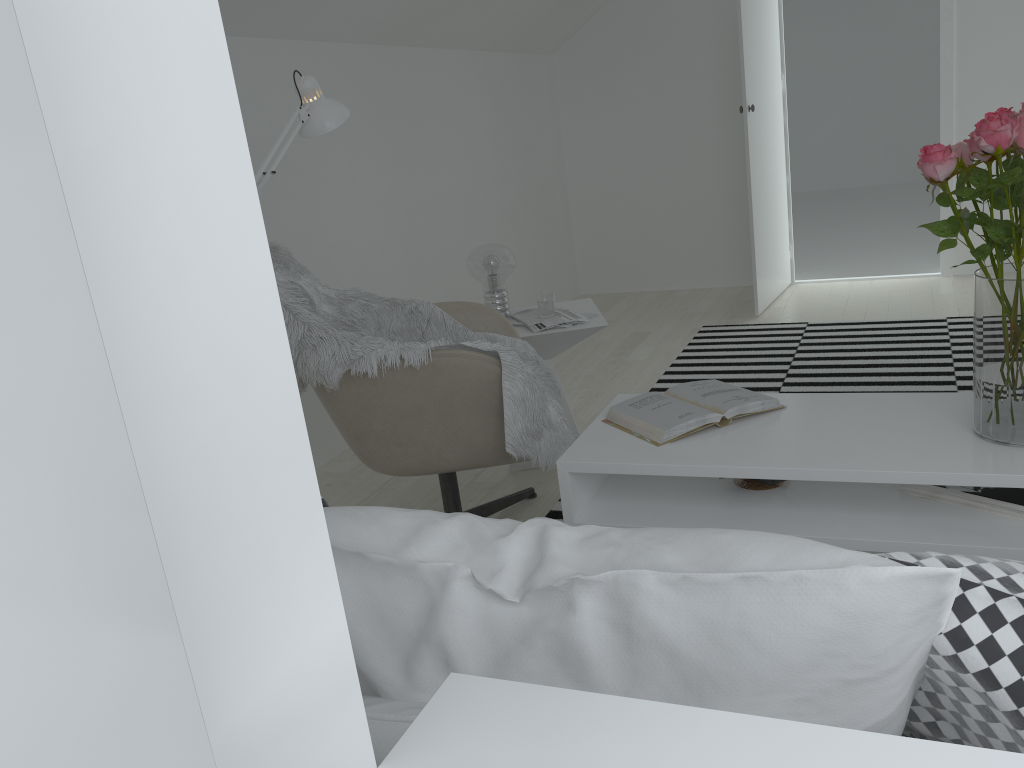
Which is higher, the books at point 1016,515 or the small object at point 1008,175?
the small object at point 1008,175

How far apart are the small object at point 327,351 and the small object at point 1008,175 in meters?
1.0 m

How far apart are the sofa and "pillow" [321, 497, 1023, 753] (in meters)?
0.36

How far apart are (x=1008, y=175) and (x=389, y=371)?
1.4m

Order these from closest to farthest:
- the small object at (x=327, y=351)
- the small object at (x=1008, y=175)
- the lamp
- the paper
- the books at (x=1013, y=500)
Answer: the small object at (x=1008, y=175) → the books at (x=1013, y=500) → the lamp → the small object at (x=327, y=351) → the paper

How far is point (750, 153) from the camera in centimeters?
474cm

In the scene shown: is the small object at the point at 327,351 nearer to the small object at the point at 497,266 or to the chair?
the chair

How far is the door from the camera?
4.7 meters

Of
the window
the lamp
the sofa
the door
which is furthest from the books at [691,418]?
the door

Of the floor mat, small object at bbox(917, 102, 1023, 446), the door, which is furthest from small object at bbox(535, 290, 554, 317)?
the door
